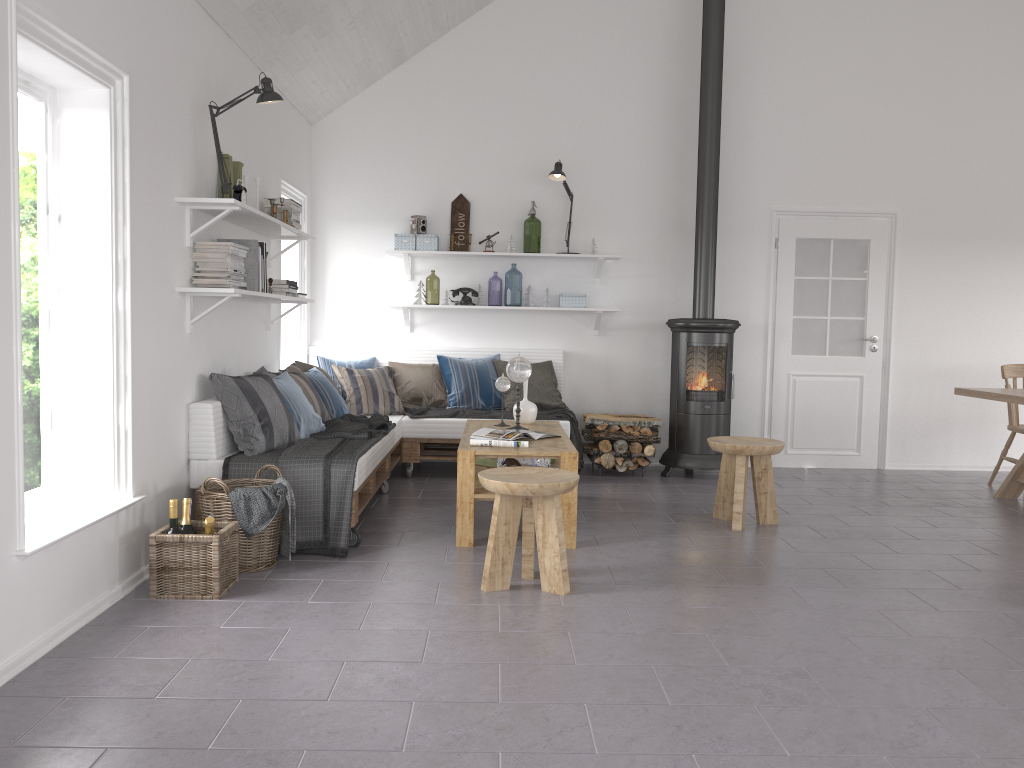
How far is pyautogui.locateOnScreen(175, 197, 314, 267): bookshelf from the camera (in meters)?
4.12

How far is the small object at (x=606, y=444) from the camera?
6.6m

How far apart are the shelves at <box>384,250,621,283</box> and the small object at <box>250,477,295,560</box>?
3.07m

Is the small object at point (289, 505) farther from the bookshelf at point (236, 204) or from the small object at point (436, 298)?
the small object at point (436, 298)

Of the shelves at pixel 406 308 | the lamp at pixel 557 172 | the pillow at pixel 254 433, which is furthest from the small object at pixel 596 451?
the pillow at pixel 254 433

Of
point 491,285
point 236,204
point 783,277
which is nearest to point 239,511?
point 236,204

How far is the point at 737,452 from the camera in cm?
488

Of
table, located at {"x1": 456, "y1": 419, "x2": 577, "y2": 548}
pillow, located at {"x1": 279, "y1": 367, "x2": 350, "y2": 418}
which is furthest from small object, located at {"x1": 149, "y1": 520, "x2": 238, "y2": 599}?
pillow, located at {"x1": 279, "y1": 367, "x2": 350, "y2": 418}

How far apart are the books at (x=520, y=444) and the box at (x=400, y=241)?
2.69m

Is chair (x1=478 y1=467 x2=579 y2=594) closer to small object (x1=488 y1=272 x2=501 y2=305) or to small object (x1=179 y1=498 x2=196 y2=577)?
small object (x1=179 y1=498 x2=196 y2=577)
